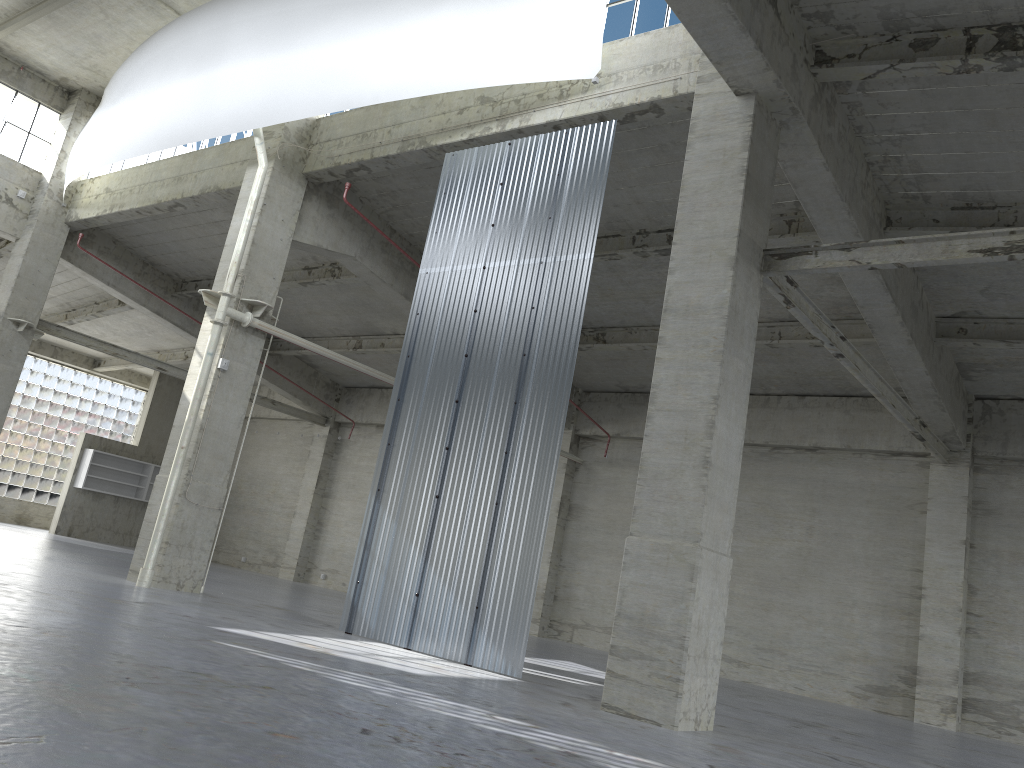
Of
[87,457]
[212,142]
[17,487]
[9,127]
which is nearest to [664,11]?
[212,142]

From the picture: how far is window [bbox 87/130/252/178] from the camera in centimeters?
2653cm

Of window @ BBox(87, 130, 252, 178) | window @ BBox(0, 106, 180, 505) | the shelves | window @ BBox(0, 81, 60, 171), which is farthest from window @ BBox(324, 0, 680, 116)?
window @ BBox(0, 106, 180, 505)

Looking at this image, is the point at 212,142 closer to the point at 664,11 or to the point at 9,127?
the point at 9,127

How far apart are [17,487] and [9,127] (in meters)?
21.35

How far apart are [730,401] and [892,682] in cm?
1561

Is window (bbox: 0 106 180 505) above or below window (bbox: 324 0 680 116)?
below

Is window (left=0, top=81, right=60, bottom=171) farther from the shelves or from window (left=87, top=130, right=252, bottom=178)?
the shelves

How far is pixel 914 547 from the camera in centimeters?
2504cm

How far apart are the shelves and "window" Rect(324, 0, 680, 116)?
32.98m
